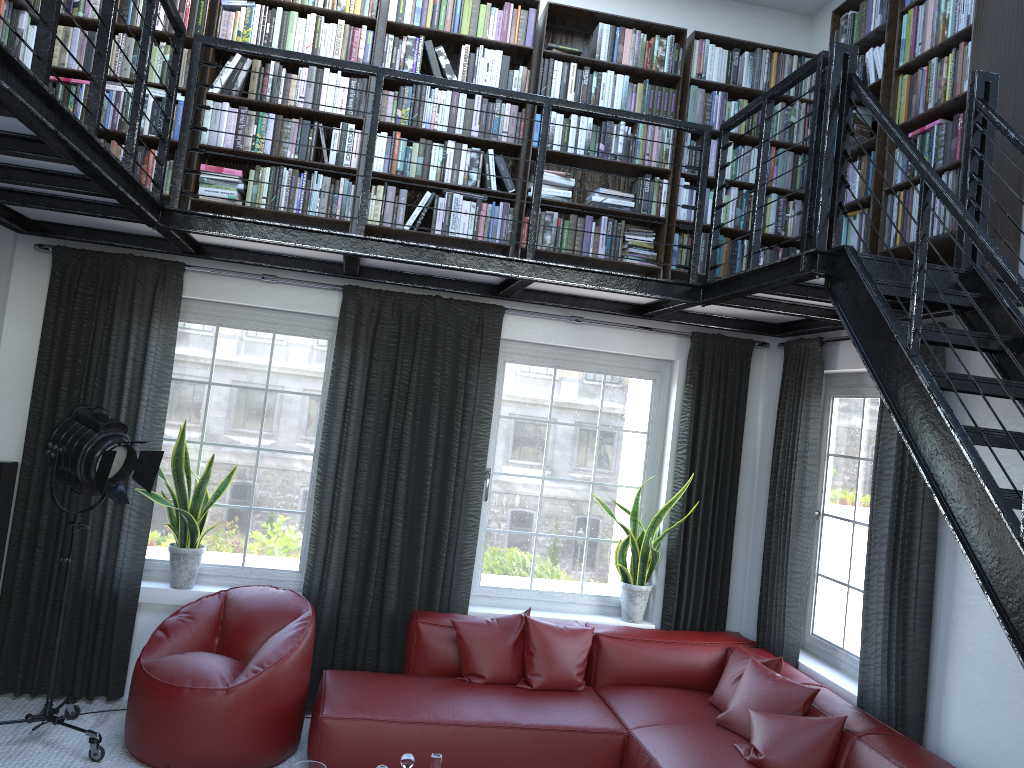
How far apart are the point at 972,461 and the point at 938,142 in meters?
1.9 m

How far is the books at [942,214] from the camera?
3.70m

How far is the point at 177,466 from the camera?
4.7m

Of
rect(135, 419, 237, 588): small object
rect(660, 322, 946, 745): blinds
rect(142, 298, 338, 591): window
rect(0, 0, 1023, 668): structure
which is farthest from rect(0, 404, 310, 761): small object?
rect(660, 322, 946, 745): blinds

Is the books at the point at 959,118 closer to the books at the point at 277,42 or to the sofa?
the books at the point at 277,42

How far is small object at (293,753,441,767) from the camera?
3.2m

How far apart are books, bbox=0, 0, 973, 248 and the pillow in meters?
2.1 m

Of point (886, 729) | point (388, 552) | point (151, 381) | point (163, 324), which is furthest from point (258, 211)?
point (886, 729)

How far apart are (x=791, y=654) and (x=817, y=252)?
2.5m

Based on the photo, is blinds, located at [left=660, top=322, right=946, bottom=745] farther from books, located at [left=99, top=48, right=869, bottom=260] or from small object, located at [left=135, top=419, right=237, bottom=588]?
small object, located at [left=135, top=419, right=237, bottom=588]
